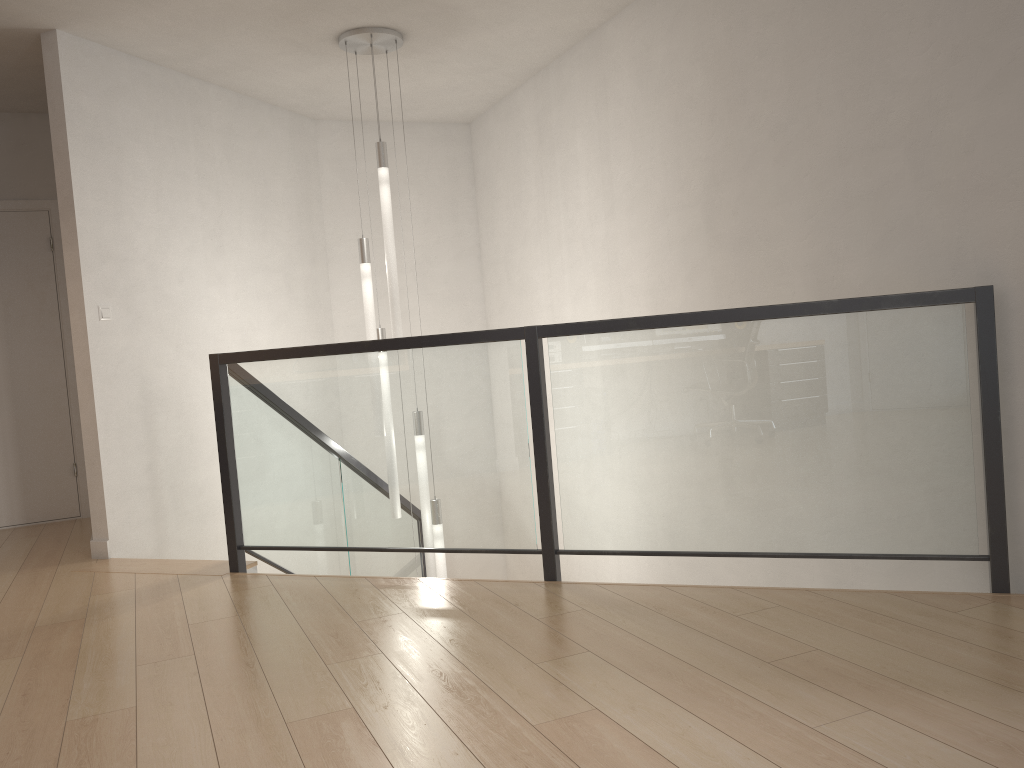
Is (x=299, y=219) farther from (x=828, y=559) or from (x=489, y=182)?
(x=828, y=559)

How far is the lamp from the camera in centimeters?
482cm

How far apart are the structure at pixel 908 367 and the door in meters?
1.7

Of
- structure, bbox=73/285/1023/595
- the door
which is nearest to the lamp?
structure, bbox=73/285/1023/595

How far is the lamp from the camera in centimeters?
482cm

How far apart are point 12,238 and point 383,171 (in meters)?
2.75

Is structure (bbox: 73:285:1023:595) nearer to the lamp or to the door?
the lamp

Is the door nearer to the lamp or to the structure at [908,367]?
the structure at [908,367]

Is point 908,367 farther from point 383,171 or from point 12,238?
point 12,238

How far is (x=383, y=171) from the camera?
4.8 meters
